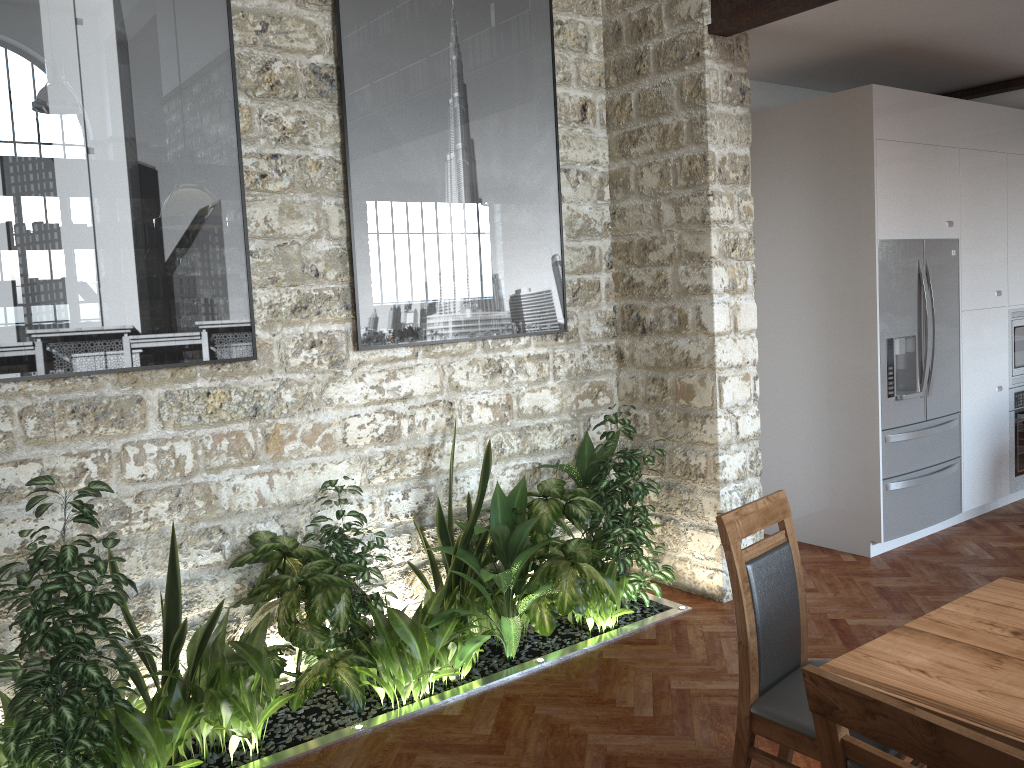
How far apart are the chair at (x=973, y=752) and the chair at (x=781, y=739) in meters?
0.8 m

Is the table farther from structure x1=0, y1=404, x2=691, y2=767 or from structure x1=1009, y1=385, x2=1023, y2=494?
structure x1=1009, y1=385, x2=1023, y2=494

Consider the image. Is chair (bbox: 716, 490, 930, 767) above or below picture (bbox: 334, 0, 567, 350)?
below

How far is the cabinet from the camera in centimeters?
561cm

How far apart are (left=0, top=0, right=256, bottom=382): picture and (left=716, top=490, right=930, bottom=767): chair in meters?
2.1 m

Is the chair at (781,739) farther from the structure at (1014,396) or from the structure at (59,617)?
the structure at (1014,396)

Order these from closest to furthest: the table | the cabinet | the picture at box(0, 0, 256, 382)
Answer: the table, the picture at box(0, 0, 256, 382), the cabinet

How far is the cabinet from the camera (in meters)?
5.61

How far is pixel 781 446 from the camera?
5.6m

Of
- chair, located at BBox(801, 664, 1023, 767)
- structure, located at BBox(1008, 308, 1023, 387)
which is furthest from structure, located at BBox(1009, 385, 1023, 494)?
chair, located at BBox(801, 664, 1023, 767)
